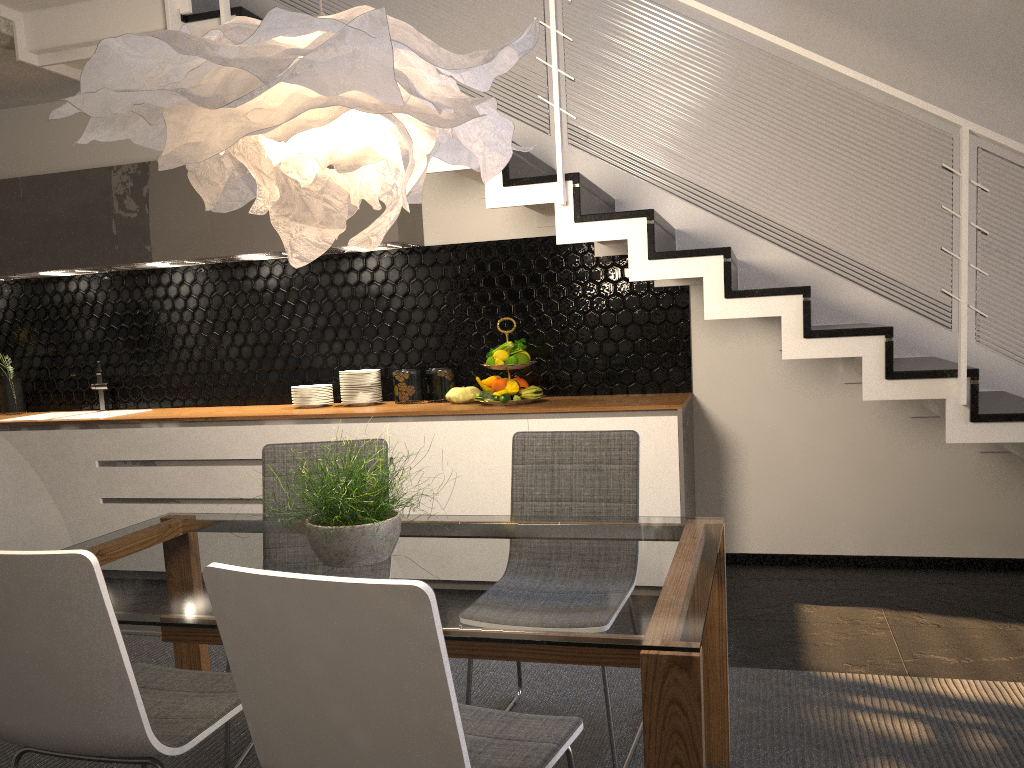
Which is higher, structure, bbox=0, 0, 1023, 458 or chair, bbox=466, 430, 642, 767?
structure, bbox=0, 0, 1023, 458

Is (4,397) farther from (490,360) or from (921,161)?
(921,161)

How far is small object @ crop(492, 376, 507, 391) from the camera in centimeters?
429cm

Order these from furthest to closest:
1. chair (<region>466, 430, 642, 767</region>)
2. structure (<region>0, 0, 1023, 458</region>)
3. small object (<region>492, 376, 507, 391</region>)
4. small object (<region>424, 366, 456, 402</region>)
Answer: small object (<region>424, 366, 456, 402</region>)
small object (<region>492, 376, 507, 391</region>)
structure (<region>0, 0, 1023, 458</region>)
chair (<region>466, 430, 642, 767</region>)

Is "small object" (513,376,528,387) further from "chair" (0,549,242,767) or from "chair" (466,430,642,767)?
"chair" (0,549,242,767)

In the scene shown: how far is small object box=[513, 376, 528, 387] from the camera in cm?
446

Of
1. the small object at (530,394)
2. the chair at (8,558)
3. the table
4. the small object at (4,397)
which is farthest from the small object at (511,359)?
the small object at (4,397)

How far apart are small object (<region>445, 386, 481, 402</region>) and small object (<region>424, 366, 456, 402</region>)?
0.14m

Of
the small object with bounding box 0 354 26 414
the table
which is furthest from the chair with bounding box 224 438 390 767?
the small object with bounding box 0 354 26 414

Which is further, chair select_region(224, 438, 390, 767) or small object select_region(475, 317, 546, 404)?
small object select_region(475, 317, 546, 404)
